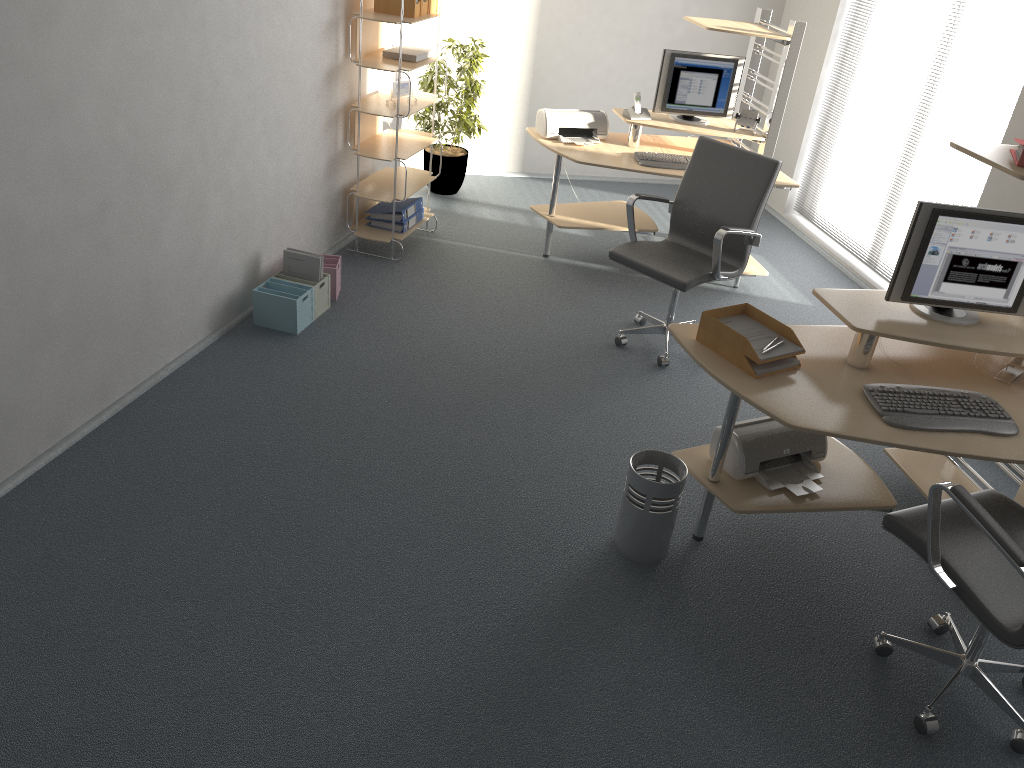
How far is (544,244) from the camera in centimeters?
573cm

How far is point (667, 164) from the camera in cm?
522

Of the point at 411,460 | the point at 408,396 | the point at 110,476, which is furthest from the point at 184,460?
the point at 408,396

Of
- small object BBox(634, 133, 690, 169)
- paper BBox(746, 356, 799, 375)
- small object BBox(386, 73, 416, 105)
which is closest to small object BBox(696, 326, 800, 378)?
paper BBox(746, 356, 799, 375)

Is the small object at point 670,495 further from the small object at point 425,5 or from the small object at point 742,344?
the small object at point 425,5

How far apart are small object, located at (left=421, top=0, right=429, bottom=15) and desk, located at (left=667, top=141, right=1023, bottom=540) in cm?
282

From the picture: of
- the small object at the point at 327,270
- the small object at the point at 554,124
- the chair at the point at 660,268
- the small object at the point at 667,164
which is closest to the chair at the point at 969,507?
the chair at the point at 660,268

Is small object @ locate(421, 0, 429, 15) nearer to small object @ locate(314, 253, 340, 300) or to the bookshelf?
the bookshelf

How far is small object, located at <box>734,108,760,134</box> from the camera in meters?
5.5 m

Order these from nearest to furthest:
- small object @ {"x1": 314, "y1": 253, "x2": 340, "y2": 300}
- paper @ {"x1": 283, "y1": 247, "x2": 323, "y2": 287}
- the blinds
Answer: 1. paper @ {"x1": 283, "y1": 247, "x2": 323, "y2": 287}
2. small object @ {"x1": 314, "y1": 253, "x2": 340, "y2": 300}
3. the blinds
